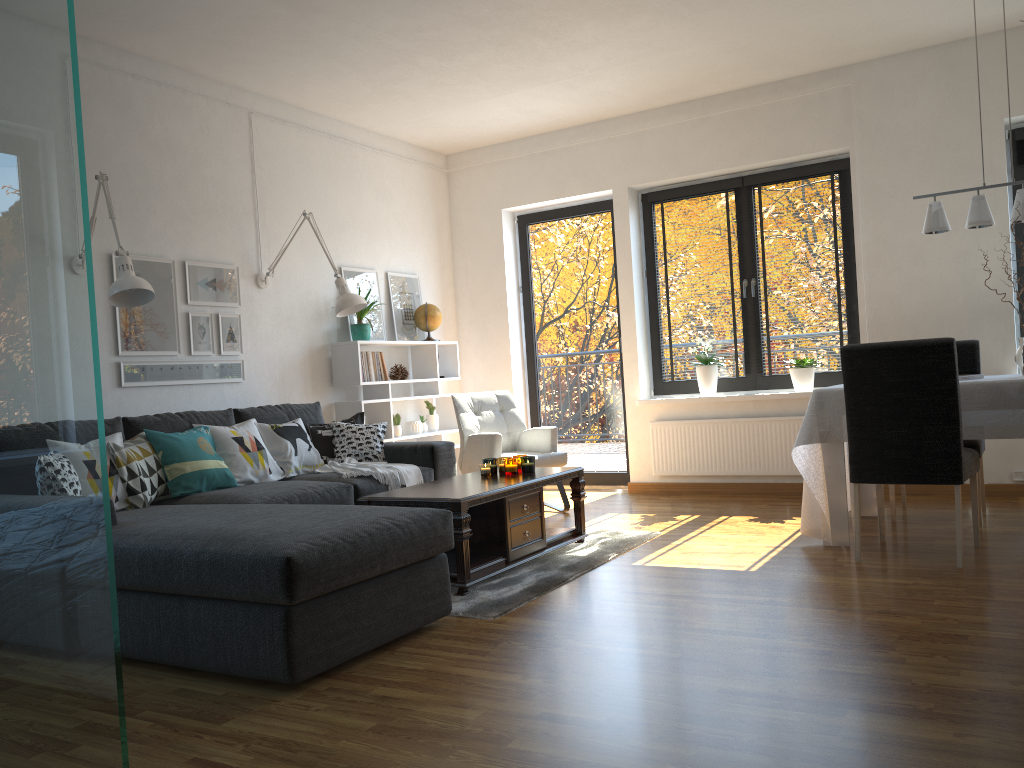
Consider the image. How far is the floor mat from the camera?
3.5 meters

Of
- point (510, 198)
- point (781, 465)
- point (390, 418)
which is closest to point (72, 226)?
point (390, 418)

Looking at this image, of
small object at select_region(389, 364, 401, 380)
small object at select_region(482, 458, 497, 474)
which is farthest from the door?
small object at select_region(482, 458, 497, 474)

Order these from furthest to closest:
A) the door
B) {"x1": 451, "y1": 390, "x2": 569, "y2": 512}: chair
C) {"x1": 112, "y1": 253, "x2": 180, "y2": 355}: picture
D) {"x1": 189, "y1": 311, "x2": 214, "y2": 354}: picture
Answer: the door < {"x1": 451, "y1": 390, "x2": 569, "y2": 512}: chair < {"x1": 189, "y1": 311, "x2": 214, "y2": 354}: picture < {"x1": 112, "y1": 253, "x2": 180, "y2": 355}: picture

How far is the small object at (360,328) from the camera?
6.01m

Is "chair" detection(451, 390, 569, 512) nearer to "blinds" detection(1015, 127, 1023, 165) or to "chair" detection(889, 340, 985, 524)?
"chair" detection(889, 340, 985, 524)

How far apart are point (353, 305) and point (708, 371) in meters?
2.6

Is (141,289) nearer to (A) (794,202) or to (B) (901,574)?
(B) (901,574)

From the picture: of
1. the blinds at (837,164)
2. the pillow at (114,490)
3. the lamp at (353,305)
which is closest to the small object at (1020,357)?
the blinds at (837,164)

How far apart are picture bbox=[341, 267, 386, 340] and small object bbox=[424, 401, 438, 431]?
0.66m
